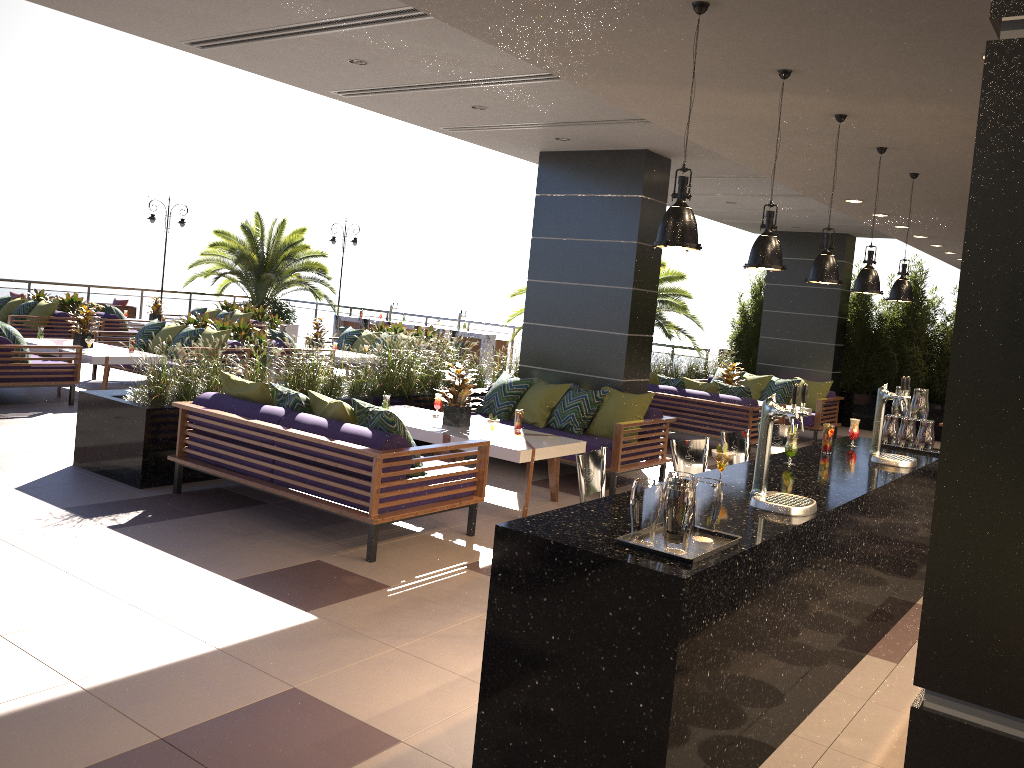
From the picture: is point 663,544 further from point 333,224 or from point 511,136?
point 333,224

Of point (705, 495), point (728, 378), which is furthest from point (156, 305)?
point (705, 495)

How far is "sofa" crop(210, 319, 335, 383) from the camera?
12.32m

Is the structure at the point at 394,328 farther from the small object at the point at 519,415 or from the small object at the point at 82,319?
the small object at the point at 519,415

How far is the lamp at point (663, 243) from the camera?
3.0 meters

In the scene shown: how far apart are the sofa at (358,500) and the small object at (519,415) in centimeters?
128cm

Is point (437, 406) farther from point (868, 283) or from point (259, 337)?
point (259, 337)

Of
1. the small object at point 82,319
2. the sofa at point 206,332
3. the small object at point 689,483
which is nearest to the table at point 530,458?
the small object at point 689,483

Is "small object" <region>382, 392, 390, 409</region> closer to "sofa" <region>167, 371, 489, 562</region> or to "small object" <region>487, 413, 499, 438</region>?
"small object" <region>487, 413, 499, 438</region>

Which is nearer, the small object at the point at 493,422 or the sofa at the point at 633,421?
the small object at the point at 493,422
